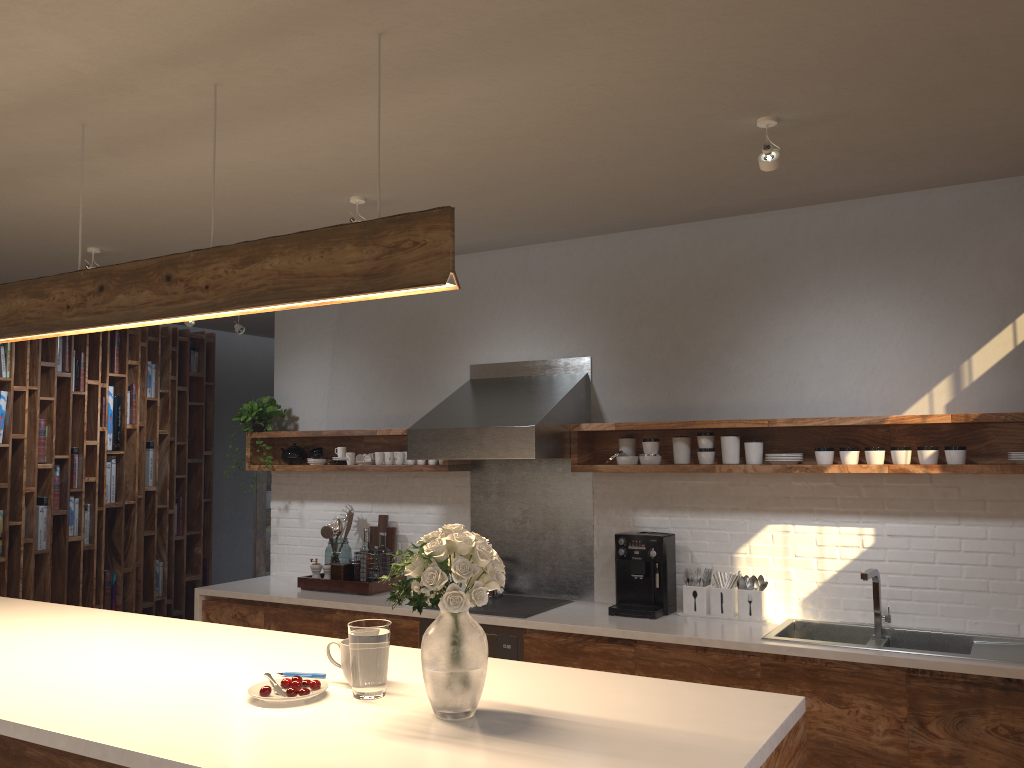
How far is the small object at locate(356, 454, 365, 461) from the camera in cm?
552

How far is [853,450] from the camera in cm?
403

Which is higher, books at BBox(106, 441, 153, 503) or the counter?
books at BBox(106, 441, 153, 503)

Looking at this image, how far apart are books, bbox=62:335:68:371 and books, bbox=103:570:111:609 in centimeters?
166cm

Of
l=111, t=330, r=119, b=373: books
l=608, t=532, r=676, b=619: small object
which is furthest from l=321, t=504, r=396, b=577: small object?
l=111, t=330, r=119, b=373: books

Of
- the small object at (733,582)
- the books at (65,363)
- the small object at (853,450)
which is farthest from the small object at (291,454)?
the small object at (853,450)

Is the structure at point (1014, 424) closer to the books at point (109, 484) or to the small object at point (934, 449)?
the small object at point (934, 449)

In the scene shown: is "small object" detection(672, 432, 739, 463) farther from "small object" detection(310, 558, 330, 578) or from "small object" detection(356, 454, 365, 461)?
"small object" detection(310, 558, 330, 578)

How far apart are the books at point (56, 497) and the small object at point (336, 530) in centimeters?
261cm

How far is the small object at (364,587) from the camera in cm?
508
